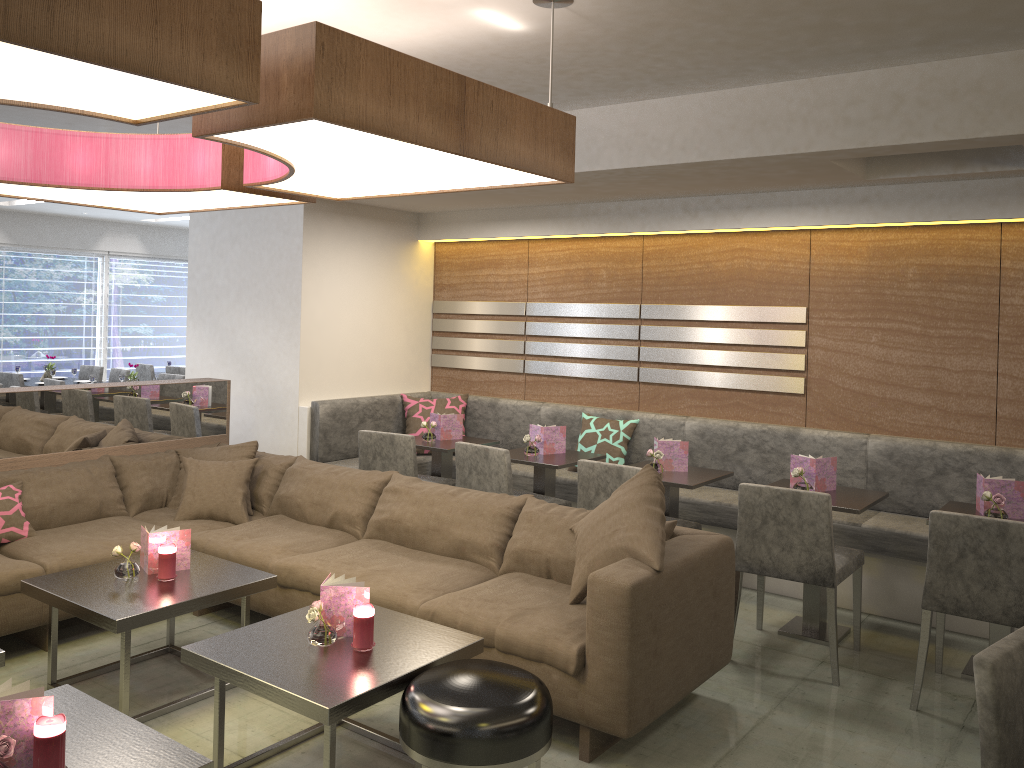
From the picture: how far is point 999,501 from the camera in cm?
360

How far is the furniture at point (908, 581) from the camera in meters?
4.4 m

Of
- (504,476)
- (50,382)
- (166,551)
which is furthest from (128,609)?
(50,382)

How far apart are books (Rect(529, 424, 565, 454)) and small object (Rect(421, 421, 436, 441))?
0.7m

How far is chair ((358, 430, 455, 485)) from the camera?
5.0 meters

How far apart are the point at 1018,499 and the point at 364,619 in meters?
2.8

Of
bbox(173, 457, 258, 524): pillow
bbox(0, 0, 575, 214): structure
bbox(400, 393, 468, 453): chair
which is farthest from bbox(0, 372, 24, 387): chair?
bbox(0, 0, 575, 214): structure

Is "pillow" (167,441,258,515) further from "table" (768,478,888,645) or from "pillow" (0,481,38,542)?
"table" (768,478,888,645)

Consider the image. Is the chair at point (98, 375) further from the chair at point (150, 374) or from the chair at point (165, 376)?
the chair at point (165, 376)

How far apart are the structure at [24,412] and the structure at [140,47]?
1.02m
